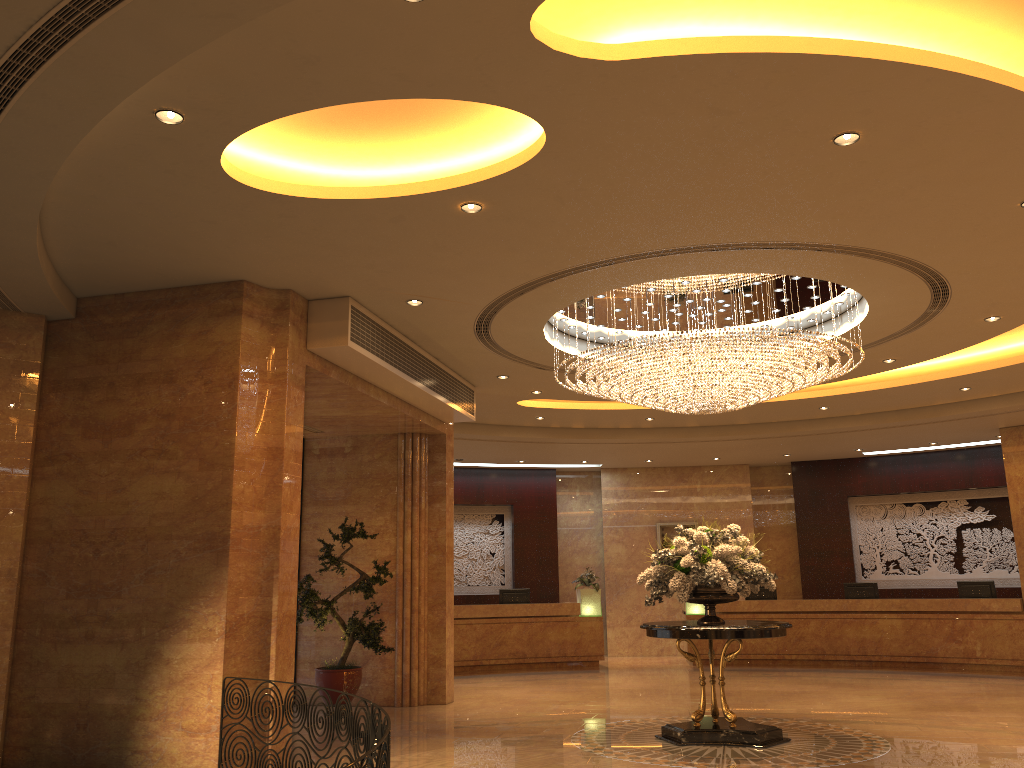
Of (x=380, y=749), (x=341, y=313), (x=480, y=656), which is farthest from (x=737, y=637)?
(x=480, y=656)

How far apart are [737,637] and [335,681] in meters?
5.0

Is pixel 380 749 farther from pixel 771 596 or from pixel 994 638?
pixel 771 596

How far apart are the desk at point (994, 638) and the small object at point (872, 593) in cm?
52

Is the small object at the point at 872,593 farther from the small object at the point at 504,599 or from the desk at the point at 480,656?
the small object at the point at 504,599

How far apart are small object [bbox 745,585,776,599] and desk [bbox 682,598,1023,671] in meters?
0.5 m

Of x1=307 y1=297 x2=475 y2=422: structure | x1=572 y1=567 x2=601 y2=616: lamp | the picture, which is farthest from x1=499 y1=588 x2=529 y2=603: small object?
x1=307 y1=297 x2=475 y2=422: structure

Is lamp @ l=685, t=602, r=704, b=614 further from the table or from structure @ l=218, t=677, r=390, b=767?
structure @ l=218, t=677, r=390, b=767

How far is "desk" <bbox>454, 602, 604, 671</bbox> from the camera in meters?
16.0 m

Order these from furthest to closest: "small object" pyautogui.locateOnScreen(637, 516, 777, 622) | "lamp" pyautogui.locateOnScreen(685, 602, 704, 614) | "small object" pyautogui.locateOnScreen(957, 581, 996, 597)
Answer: "lamp" pyautogui.locateOnScreen(685, 602, 704, 614), "small object" pyautogui.locateOnScreen(957, 581, 996, 597), "small object" pyautogui.locateOnScreen(637, 516, 777, 622)
